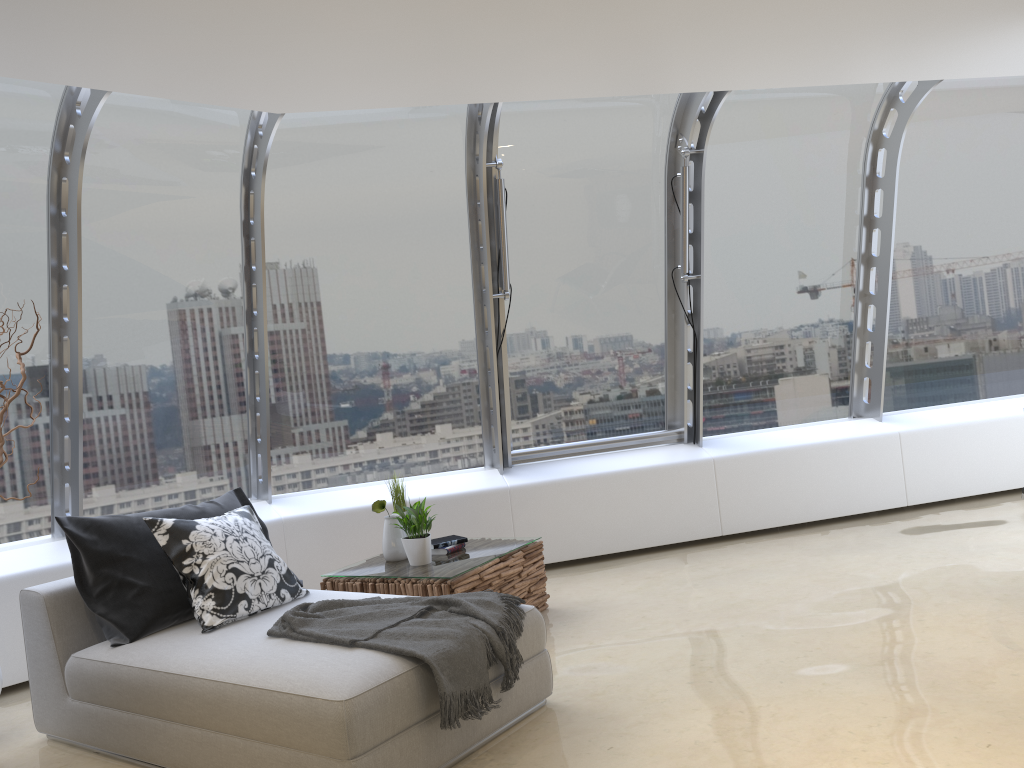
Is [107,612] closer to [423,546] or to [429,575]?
[429,575]

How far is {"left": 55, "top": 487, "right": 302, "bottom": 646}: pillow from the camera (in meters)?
3.82

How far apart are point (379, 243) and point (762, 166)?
2.9 meters

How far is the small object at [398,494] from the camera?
5.2 meters

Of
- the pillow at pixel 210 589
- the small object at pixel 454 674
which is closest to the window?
the pillow at pixel 210 589

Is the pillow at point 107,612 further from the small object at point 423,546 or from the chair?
the small object at point 423,546

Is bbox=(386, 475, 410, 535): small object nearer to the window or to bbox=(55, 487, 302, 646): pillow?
bbox=(55, 487, 302, 646): pillow

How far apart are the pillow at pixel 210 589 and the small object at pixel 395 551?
0.71m

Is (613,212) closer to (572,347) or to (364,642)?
(572,347)

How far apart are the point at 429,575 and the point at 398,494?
0.8m
